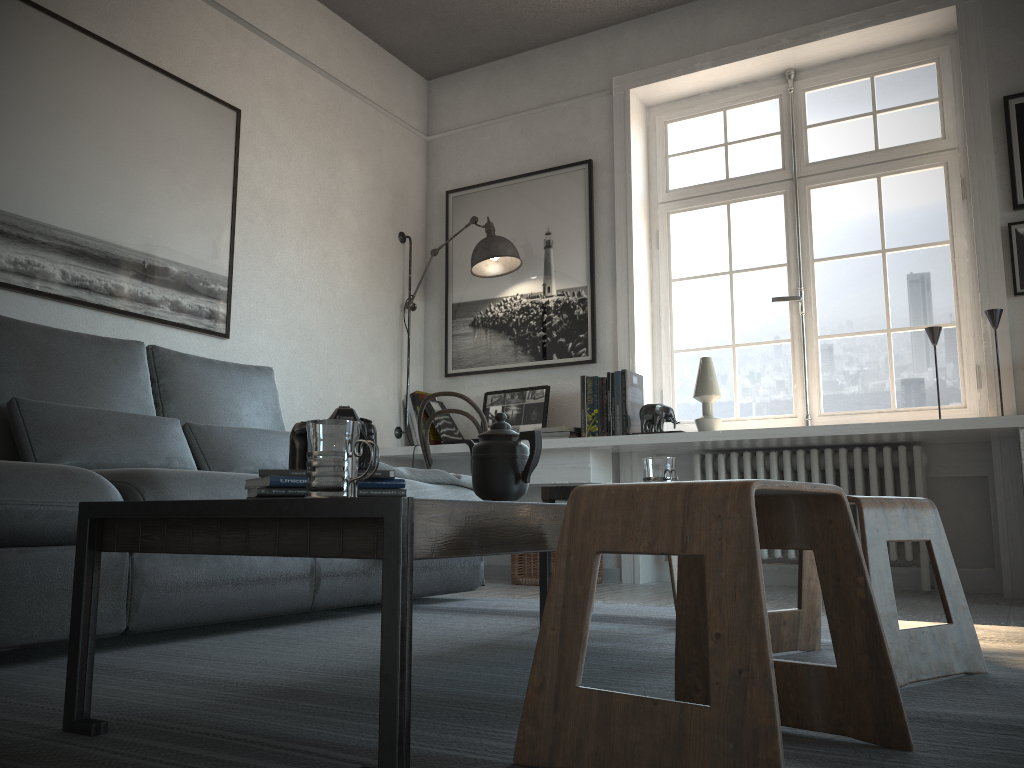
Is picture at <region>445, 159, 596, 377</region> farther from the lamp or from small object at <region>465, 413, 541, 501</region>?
small object at <region>465, 413, 541, 501</region>

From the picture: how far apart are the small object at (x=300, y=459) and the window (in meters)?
3.06

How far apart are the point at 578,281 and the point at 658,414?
0.94m

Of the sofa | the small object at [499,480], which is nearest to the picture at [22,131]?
the sofa

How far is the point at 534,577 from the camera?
4.12m

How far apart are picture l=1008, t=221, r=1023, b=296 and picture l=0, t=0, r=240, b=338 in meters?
3.3 m

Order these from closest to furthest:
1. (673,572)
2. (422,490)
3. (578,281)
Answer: (673,572)
(422,490)
(578,281)

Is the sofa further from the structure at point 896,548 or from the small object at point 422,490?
the structure at point 896,548

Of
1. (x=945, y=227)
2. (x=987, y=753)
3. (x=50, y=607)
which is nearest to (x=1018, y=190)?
(x=945, y=227)

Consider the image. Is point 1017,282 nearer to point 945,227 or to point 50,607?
point 945,227
